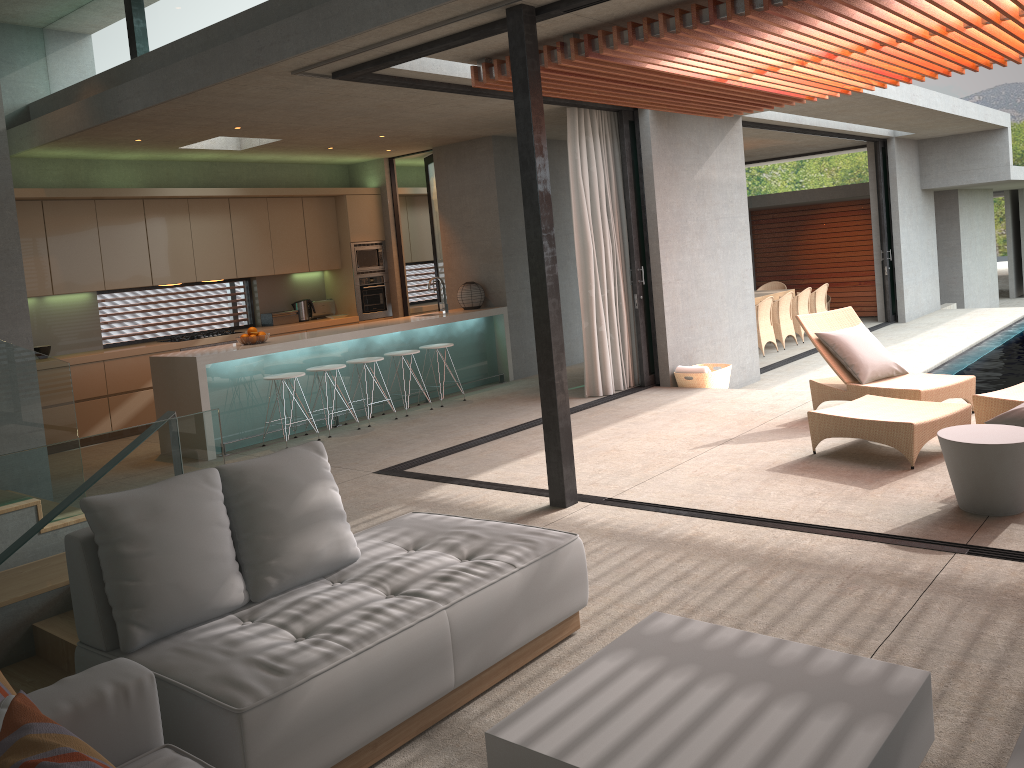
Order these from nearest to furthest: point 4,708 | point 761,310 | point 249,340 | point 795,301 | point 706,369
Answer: point 4,708, point 249,340, point 706,369, point 761,310, point 795,301

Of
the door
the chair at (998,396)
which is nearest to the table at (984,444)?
the chair at (998,396)

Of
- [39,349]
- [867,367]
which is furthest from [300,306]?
[867,367]

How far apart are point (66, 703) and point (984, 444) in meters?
4.2

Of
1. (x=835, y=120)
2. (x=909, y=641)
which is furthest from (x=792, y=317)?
(x=909, y=641)

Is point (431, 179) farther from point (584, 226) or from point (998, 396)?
point (998, 396)

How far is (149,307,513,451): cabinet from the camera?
7.7m

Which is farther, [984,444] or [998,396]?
[998,396]

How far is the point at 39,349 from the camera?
8.9 meters

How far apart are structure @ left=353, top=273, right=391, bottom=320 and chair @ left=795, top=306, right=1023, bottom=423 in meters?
6.0 m
